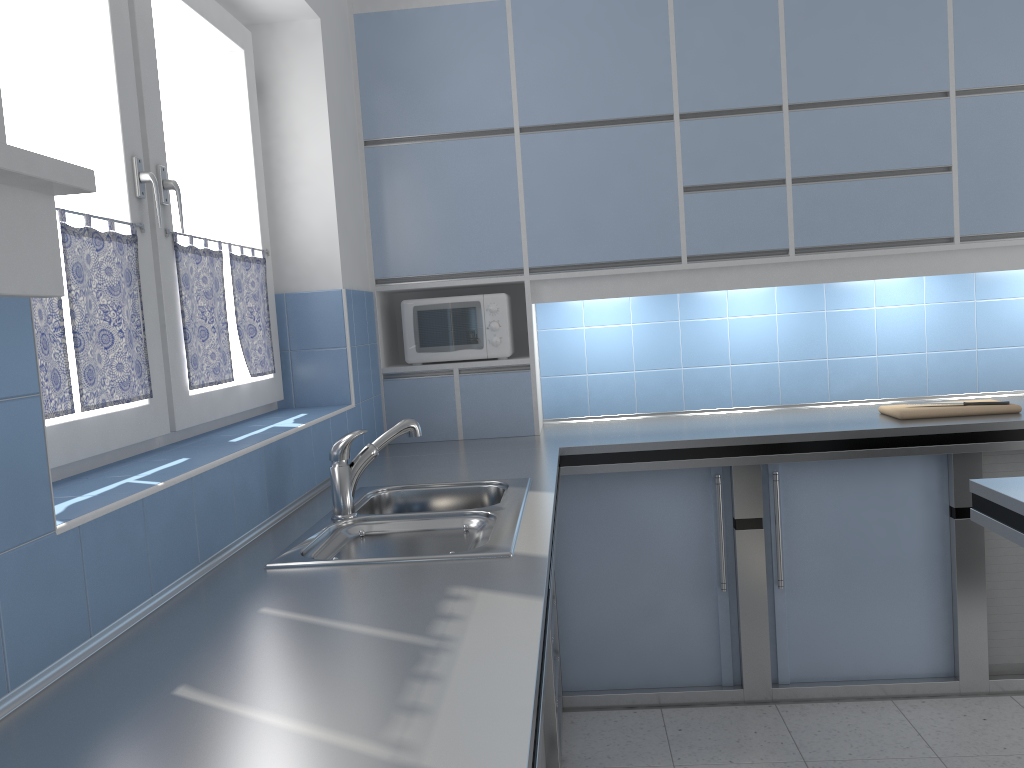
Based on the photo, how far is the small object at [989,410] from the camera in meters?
3.2

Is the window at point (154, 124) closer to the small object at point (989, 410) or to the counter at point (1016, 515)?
the counter at point (1016, 515)

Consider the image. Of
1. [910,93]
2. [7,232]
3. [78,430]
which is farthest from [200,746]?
[910,93]

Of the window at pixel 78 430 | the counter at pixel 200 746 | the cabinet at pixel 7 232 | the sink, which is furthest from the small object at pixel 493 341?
the cabinet at pixel 7 232

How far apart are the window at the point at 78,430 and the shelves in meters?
1.0

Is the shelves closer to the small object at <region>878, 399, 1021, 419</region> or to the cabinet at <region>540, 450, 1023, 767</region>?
the cabinet at <region>540, 450, 1023, 767</region>

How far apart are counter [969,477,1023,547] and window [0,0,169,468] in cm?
194

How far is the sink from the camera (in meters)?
1.87

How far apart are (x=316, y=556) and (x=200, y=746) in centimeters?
86cm

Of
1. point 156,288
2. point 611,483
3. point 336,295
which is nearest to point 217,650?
point 156,288
